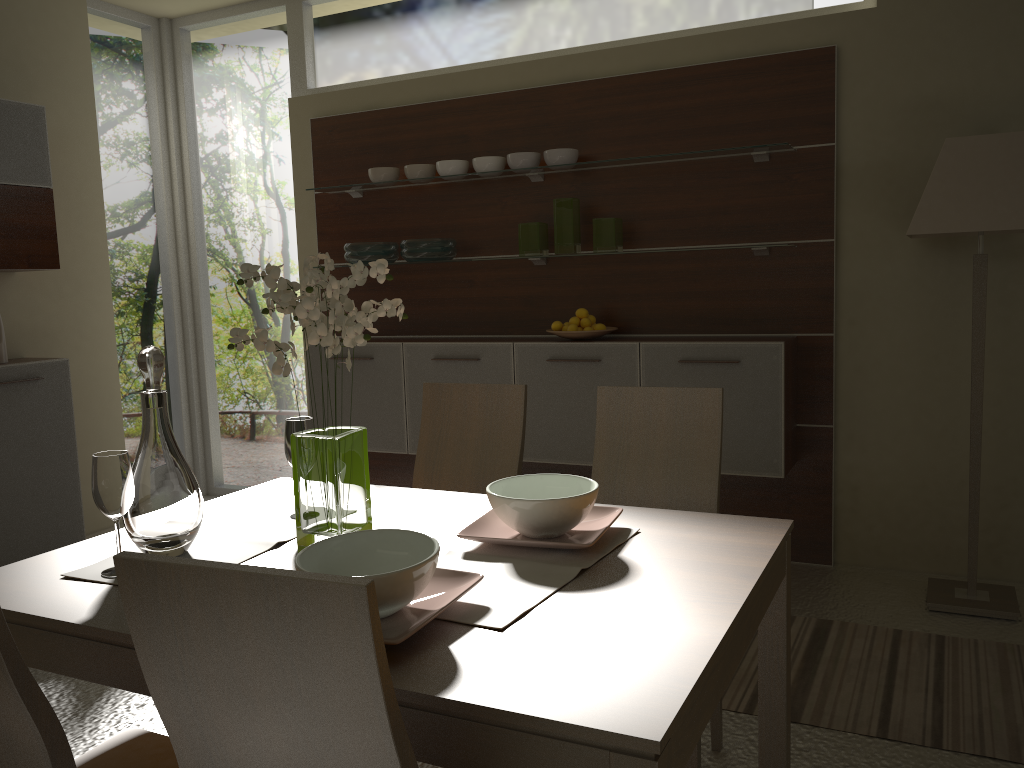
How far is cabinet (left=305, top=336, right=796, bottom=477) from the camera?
3.69m

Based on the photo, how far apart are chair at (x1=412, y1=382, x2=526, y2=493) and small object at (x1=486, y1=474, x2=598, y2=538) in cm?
66

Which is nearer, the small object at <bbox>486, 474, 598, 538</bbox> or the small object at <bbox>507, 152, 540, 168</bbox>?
the small object at <bbox>486, 474, 598, 538</bbox>

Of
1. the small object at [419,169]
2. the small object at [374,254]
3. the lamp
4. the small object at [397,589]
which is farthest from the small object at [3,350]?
the lamp

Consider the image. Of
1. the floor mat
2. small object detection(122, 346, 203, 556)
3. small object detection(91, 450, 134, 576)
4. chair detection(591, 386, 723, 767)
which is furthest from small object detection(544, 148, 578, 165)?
small object detection(91, 450, 134, 576)

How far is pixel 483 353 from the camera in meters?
4.2

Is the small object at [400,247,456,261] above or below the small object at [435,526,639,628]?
above

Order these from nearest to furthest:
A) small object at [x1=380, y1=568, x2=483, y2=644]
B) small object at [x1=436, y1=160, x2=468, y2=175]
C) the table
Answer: the table, small object at [x1=380, y1=568, x2=483, y2=644], small object at [x1=436, y1=160, x2=468, y2=175]

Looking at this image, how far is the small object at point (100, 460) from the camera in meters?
1.7 m

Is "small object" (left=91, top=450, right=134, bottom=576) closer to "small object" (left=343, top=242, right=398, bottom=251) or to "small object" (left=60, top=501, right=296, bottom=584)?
"small object" (left=60, top=501, right=296, bottom=584)
